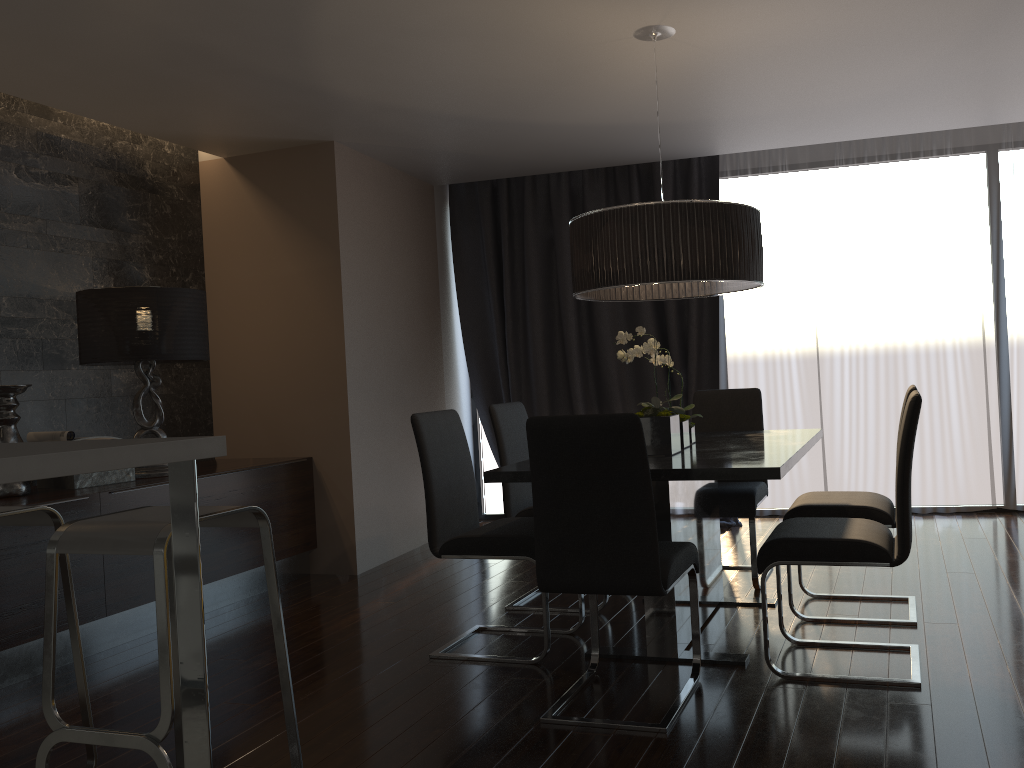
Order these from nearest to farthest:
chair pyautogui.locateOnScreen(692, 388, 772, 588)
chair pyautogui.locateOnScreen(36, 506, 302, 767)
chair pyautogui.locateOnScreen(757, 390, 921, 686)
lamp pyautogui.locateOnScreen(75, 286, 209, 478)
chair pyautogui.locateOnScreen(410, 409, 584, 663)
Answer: chair pyautogui.locateOnScreen(36, 506, 302, 767)
chair pyautogui.locateOnScreen(757, 390, 921, 686)
chair pyautogui.locateOnScreen(410, 409, 584, 663)
chair pyautogui.locateOnScreen(692, 388, 772, 588)
lamp pyautogui.locateOnScreen(75, 286, 209, 478)

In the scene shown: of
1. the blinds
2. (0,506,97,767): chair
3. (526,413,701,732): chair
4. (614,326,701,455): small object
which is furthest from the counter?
the blinds

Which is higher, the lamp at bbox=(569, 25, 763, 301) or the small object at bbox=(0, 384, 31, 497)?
the lamp at bbox=(569, 25, 763, 301)

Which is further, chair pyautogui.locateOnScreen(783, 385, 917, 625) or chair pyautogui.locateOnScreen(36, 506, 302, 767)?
chair pyautogui.locateOnScreen(783, 385, 917, 625)

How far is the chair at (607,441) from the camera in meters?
2.6 m

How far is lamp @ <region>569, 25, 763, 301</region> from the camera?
3.2m

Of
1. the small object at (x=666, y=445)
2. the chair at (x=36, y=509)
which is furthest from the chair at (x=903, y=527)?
the chair at (x=36, y=509)

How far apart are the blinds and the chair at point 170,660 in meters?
4.0 m

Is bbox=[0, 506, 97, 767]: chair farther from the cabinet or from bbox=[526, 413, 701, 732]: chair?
bbox=[526, 413, 701, 732]: chair

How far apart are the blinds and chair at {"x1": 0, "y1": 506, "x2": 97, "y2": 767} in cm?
403
